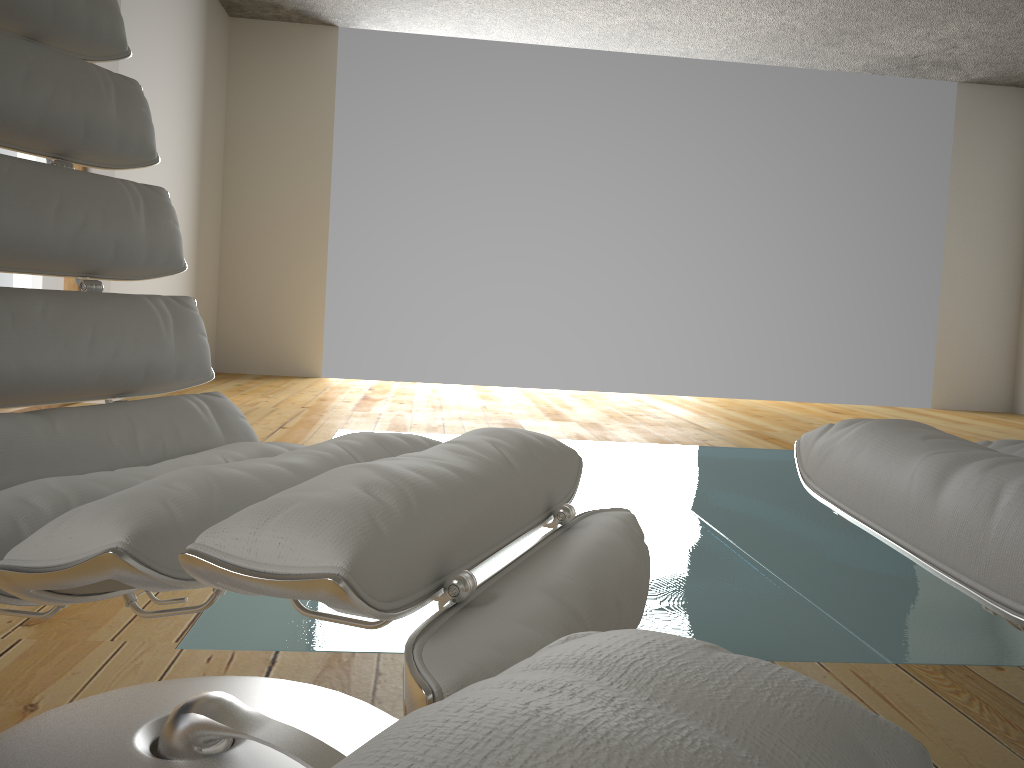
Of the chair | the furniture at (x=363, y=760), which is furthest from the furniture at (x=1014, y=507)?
the furniture at (x=363, y=760)

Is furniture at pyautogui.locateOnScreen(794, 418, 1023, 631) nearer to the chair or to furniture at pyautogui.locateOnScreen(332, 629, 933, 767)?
the chair

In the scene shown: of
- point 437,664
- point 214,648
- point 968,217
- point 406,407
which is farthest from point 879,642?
point 968,217

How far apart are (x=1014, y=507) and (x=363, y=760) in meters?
0.5 m

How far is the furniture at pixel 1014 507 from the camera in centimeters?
58cm

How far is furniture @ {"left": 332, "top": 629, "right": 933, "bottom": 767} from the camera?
0.17m

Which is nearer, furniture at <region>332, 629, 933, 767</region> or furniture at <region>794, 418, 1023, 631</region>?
furniture at <region>332, 629, 933, 767</region>

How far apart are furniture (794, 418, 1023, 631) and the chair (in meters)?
Answer: 0.19

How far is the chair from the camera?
0.6 meters

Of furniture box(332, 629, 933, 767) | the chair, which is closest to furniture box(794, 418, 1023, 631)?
the chair
